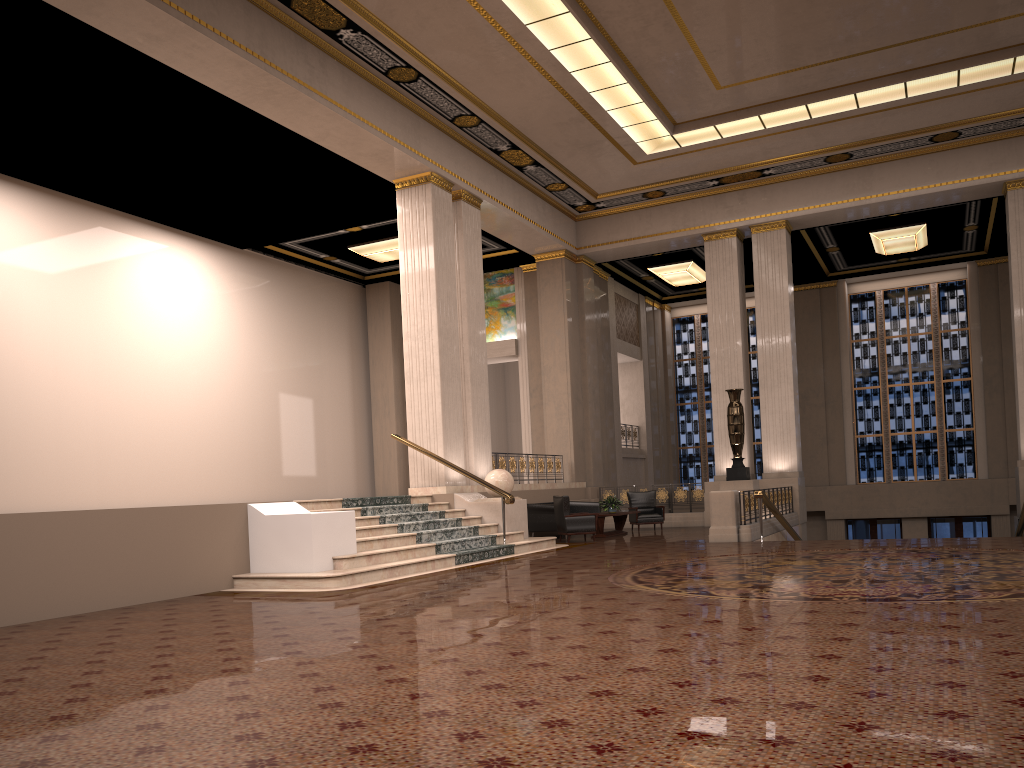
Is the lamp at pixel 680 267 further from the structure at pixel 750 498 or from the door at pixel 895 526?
the door at pixel 895 526

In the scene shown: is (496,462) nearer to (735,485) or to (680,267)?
(735,485)

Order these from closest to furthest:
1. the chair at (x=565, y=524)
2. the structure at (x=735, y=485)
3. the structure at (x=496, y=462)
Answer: the chair at (x=565, y=524)
the structure at (x=496, y=462)
the structure at (x=735, y=485)

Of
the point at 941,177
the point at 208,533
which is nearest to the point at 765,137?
the point at 941,177

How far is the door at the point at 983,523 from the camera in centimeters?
2282cm

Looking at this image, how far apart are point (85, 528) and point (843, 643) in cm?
673

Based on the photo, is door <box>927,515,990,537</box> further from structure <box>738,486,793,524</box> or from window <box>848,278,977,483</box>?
structure <box>738,486,793,524</box>

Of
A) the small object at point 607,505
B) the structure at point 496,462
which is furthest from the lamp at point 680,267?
the small object at point 607,505

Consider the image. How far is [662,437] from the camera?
26.04m

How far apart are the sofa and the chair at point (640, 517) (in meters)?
0.81
